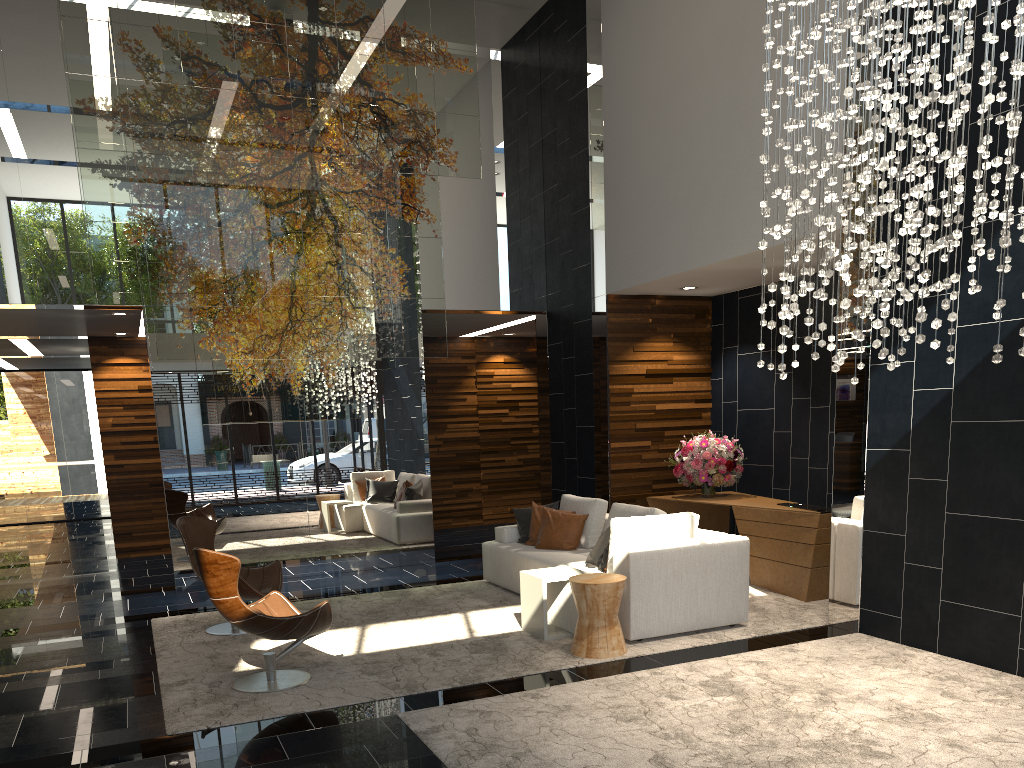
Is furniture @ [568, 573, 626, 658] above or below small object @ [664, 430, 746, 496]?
below

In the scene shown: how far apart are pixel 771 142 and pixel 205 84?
5.2m

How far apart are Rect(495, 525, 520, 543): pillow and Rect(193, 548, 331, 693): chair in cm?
284

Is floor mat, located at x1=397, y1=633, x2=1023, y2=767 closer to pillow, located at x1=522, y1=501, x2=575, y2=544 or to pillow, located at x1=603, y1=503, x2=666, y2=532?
pillow, located at x1=603, y1=503, x2=666, y2=532

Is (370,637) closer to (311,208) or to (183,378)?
(183,378)

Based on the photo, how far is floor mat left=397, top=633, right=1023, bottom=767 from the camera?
3.8m

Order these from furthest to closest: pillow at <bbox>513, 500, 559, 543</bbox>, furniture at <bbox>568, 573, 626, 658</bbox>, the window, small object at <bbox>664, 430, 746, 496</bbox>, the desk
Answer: the window, small object at <bbox>664, 430, 746, 496</bbox>, pillow at <bbox>513, 500, 559, 543</bbox>, the desk, furniture at <bbox>568, 573, 626, 658</bbox>

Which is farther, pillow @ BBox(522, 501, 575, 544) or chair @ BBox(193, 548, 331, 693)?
pillow @ BBox(522, 501, 575, 544)

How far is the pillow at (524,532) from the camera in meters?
8.1

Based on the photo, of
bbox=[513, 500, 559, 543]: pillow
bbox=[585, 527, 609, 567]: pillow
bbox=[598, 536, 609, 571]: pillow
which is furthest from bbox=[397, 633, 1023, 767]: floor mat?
bbox=[513, 500, 559, 543]: pillow
